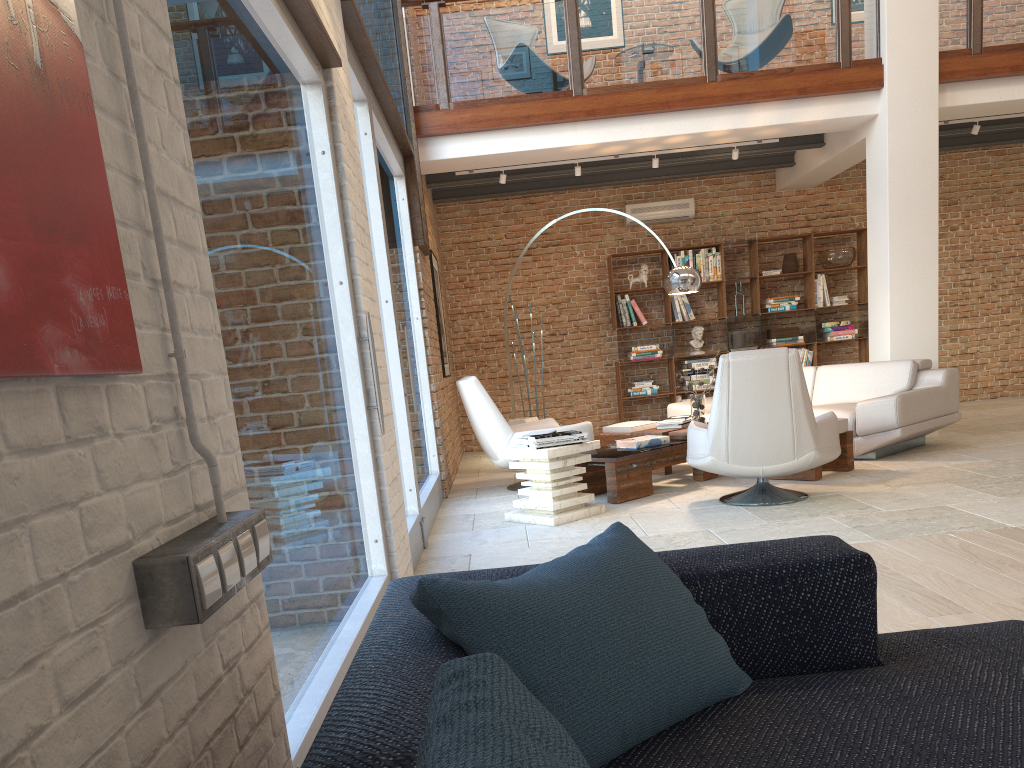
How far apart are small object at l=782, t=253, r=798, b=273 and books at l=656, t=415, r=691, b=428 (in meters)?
4.06

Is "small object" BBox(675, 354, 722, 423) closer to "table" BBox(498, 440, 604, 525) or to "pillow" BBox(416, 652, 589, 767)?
"table" BBox(498, 440, 604, 525)

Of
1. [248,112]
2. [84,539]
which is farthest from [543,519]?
[84,539]

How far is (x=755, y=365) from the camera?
5.3m

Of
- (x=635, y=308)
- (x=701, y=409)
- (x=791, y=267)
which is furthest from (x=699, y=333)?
(x=701, y=409)

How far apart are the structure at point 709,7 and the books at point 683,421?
2.82m

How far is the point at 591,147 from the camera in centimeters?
826cm

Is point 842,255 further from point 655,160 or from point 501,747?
point 501,747

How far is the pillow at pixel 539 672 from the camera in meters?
1.3 m

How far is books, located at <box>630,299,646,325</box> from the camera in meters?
10.8
